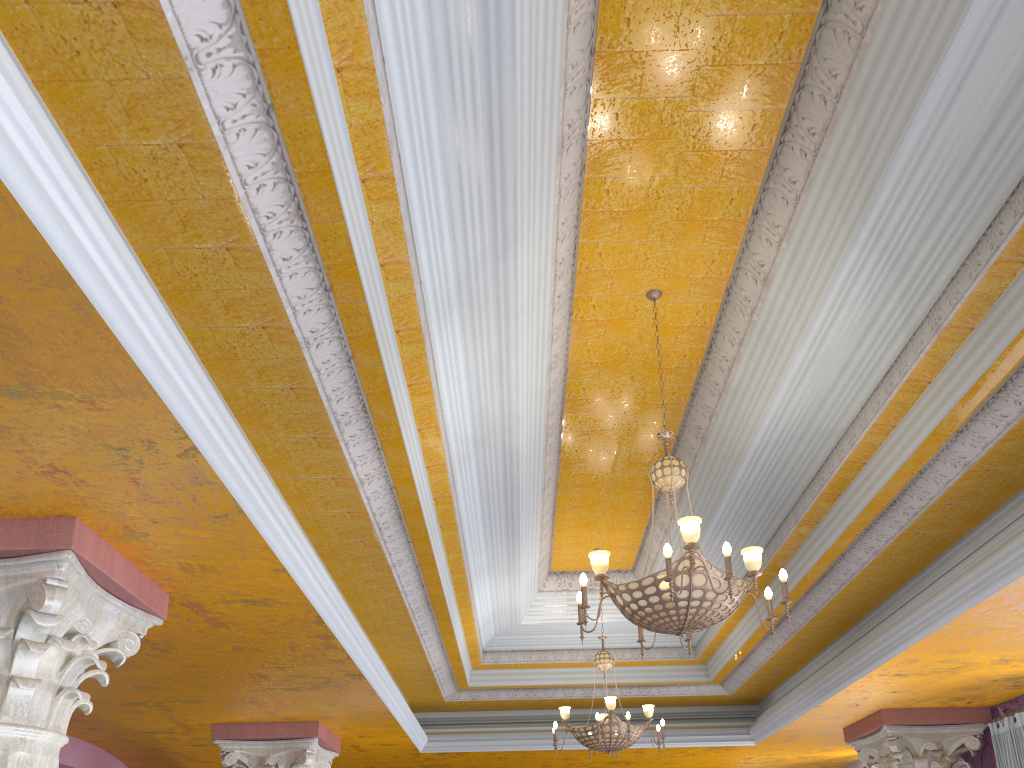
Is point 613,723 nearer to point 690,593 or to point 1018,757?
point 1018,757

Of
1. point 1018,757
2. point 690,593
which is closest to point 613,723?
point 1018,757

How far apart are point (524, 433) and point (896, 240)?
2.6 meters

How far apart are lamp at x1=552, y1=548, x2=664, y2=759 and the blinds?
3.0m

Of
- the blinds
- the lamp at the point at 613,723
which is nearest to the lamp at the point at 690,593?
the lamp at the point at 613,723

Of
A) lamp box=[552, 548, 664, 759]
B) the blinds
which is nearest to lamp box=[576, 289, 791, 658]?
lamp box=[552, 548, 664, 759]

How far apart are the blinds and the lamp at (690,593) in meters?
4.4 m

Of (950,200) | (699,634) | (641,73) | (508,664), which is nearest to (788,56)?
(641,73)

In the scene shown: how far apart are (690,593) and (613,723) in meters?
3.8

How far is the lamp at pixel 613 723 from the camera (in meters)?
7.39
